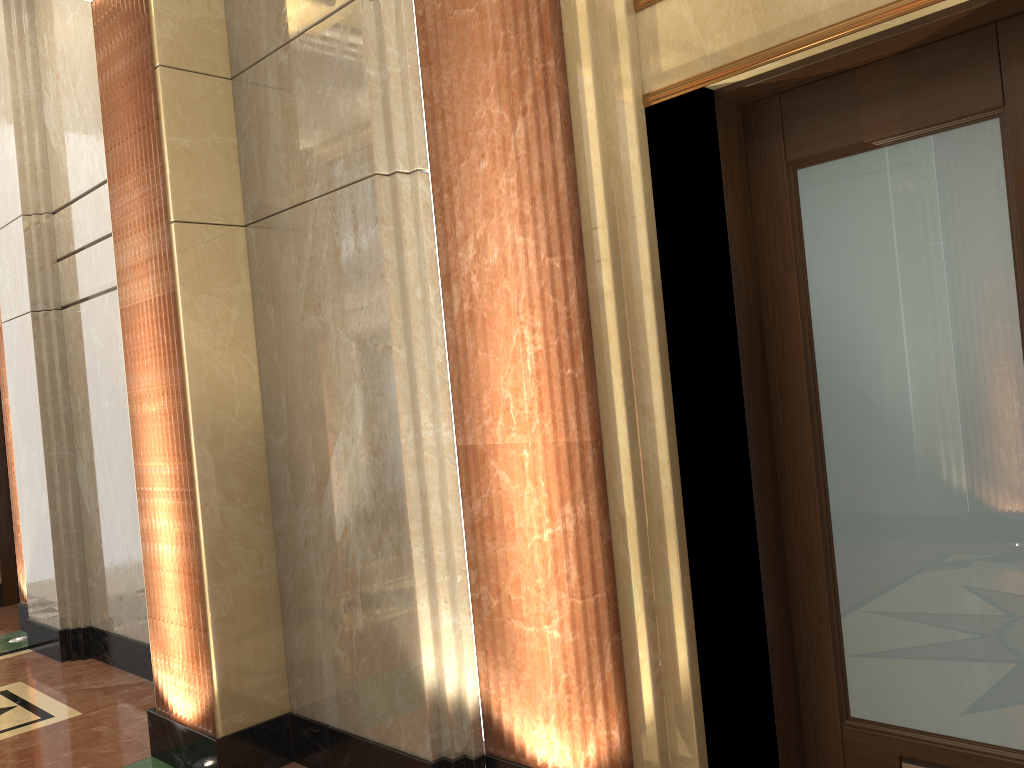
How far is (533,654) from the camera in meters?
2.8 m
